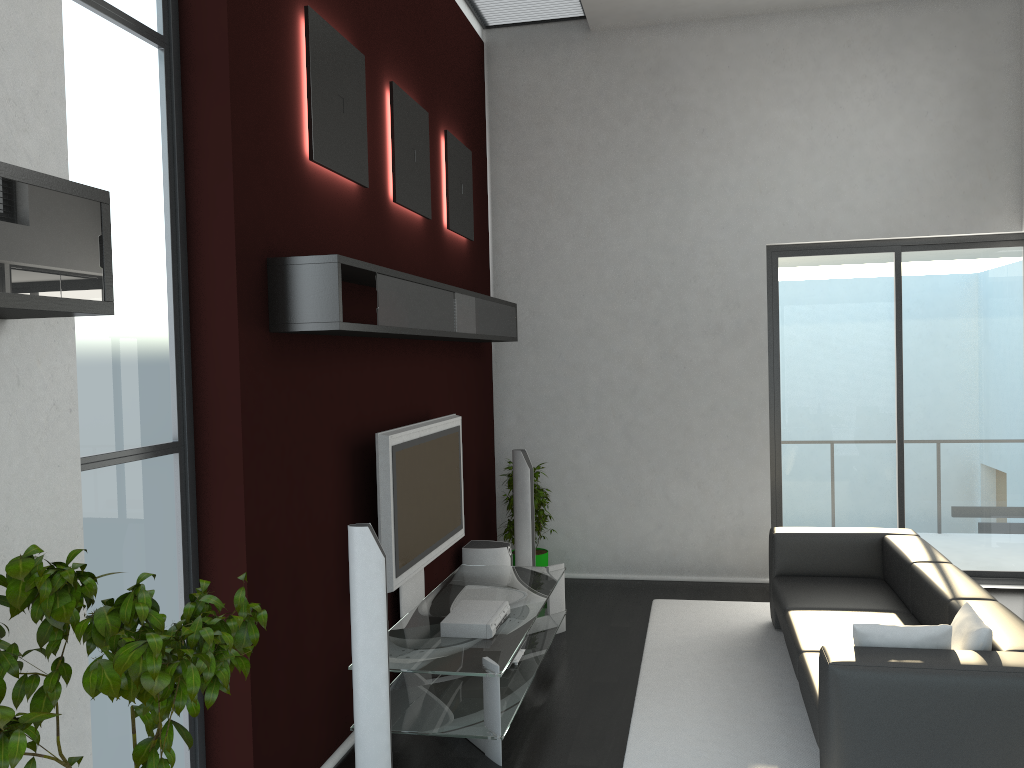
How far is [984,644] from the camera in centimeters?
347cm

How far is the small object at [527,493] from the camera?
6.5m

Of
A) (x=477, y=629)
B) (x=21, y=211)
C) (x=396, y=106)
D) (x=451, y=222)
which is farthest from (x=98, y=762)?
(x=451, y=222)

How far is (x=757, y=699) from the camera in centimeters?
470cm

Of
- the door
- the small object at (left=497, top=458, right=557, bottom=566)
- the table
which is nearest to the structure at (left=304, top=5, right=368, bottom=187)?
the table

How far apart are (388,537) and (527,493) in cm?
226

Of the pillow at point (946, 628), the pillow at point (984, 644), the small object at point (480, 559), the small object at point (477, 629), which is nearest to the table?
the small object at point (477, 629)

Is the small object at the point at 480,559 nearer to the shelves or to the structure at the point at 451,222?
the shelves

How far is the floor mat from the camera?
4.09m

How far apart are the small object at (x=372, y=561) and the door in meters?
4.4
